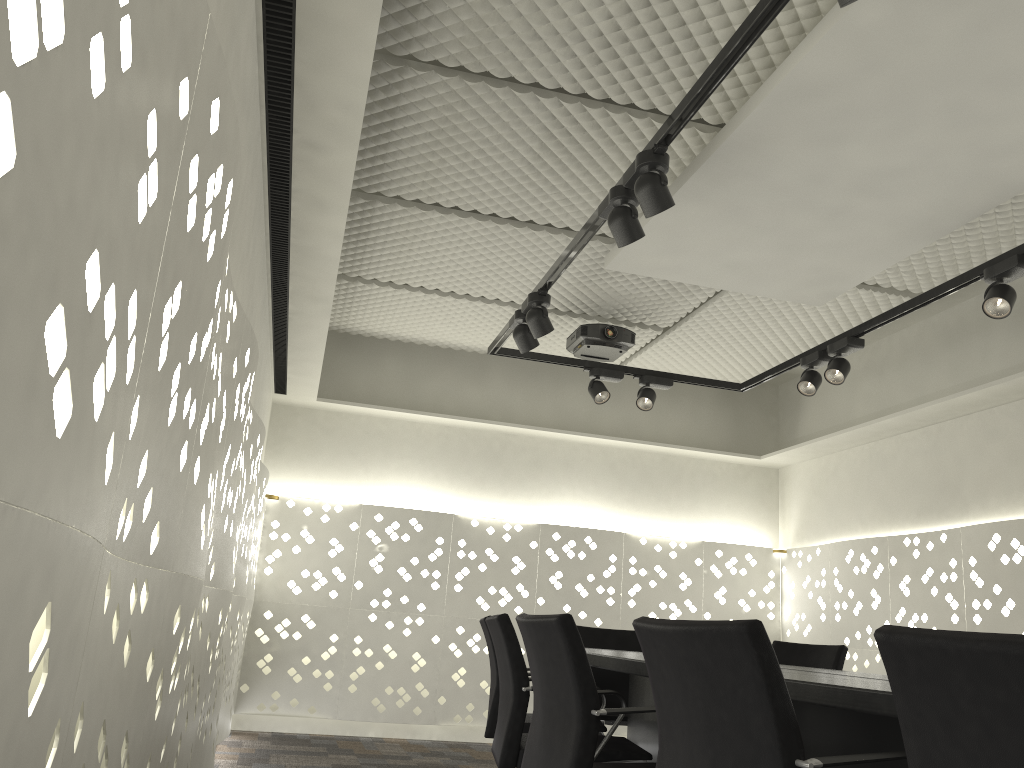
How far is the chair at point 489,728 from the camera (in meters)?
3.34

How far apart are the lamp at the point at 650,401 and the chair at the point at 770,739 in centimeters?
292cm

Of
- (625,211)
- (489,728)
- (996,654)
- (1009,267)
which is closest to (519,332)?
(625,211)

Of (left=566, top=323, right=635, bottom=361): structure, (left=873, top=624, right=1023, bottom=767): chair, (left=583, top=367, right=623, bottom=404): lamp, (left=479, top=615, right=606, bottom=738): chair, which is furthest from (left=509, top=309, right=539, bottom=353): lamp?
(left=873, top=624, right=1023, bottom=767): chair

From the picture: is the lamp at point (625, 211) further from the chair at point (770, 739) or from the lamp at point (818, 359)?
the lamp at point (818, 359)

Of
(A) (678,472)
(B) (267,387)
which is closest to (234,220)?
(B) (267,387)

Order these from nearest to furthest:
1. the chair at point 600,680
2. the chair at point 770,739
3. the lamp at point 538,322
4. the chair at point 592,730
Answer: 1. the chair at point 770,739
2. the chair at point 592,730
3. the lamp at point 538,322
4. the chair at point 600,680

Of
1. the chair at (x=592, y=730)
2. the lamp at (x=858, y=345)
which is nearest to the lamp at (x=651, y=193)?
the chair at (x=592, y=730)

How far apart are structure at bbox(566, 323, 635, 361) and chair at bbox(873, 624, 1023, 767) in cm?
371

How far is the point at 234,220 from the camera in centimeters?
220cm
